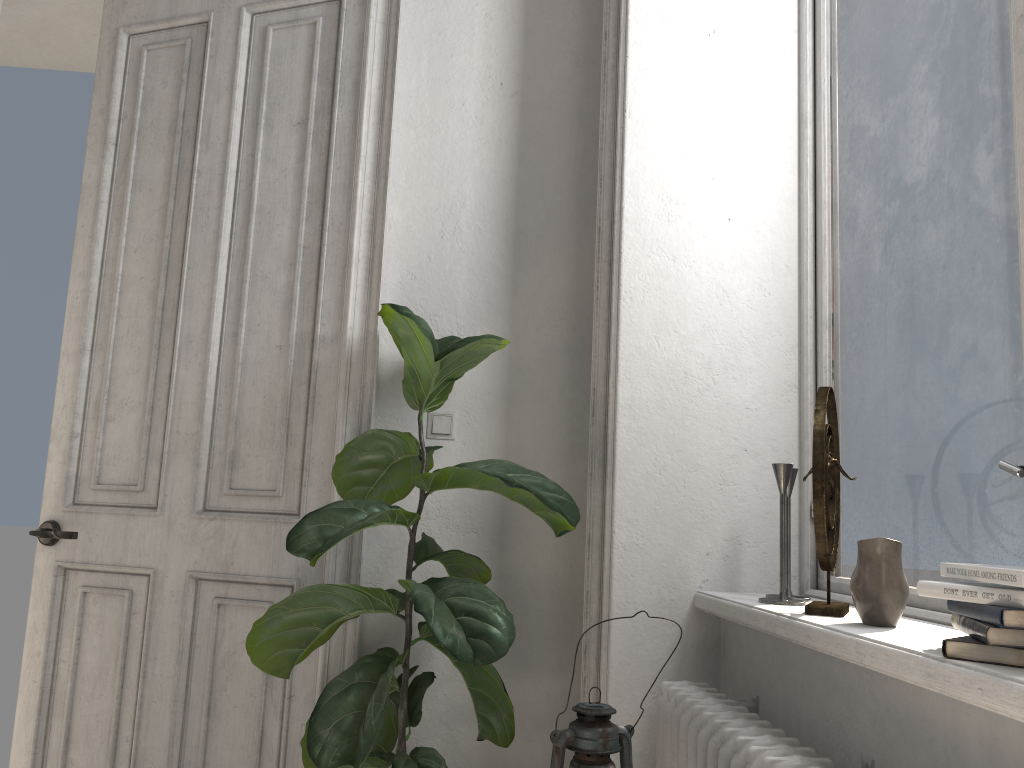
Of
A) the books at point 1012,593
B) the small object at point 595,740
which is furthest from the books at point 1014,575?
the small object at point 595,740

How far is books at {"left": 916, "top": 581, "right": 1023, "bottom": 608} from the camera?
1.0 meters

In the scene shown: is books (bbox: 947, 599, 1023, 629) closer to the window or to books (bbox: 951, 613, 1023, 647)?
books (bbox: 951, 613, 1023, 647)

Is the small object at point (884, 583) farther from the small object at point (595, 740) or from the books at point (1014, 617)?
the small object at point (595, 740)

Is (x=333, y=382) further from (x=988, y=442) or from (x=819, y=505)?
(x=988, y=442)

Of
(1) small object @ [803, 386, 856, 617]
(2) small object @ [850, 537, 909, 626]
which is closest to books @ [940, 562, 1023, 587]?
(2) small object @ [850, 537, 909, 626]

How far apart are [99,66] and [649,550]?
2.4m

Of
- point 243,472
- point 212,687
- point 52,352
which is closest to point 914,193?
point 243,472

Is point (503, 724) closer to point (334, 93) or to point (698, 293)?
point (698, 293)

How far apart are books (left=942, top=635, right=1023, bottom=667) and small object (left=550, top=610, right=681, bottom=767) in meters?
0.4
